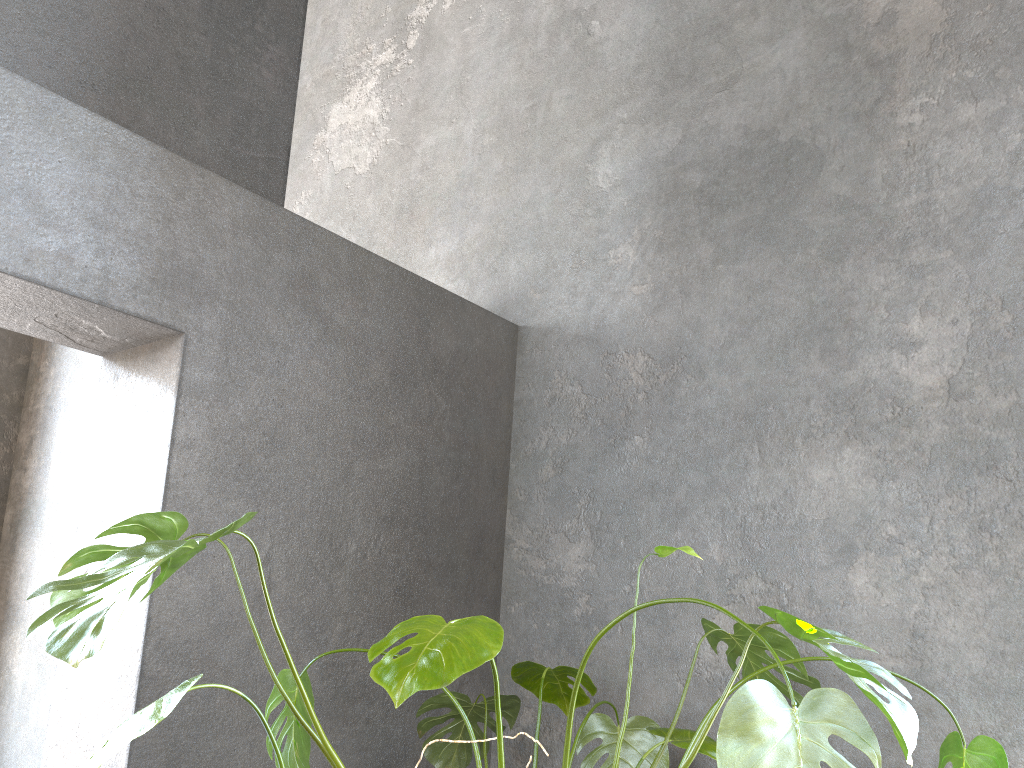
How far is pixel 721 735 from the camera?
1.08m

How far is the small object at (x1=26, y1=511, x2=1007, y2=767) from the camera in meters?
1.1

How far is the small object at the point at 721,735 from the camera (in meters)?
1.08
